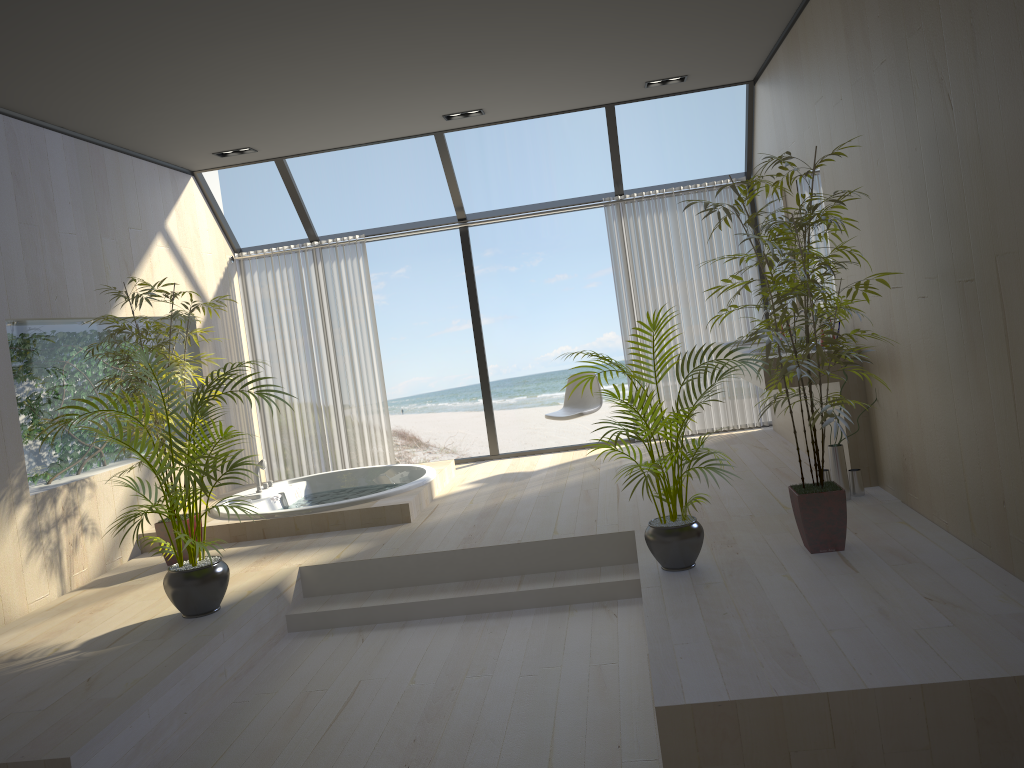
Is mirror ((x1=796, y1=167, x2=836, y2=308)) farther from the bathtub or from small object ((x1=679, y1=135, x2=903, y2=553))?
the bathtub

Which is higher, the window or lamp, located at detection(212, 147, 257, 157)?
lamp, located at detection(212, 147, 257, 157)

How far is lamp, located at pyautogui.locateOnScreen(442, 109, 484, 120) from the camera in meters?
6.6

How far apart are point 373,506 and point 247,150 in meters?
3.0

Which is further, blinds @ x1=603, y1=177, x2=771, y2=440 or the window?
blinds @ x1=603, y1=177, x2=771, y2=440

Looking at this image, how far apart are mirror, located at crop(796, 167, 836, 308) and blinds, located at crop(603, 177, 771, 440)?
1.55m

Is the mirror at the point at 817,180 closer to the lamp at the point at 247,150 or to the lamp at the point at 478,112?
the lamp at the point at 478,112

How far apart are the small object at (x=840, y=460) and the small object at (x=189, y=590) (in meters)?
3.06

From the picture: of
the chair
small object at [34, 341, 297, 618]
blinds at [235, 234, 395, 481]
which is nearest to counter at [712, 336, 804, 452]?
the chair

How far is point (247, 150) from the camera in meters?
6.8 m
